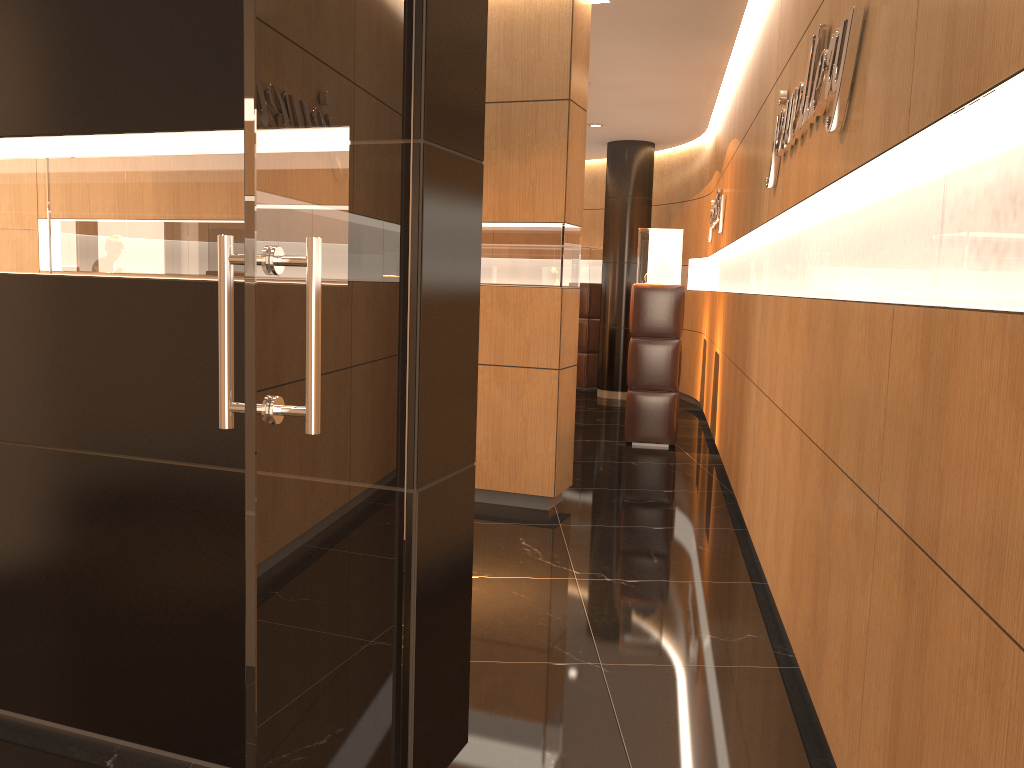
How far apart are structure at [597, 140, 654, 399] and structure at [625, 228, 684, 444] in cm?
336

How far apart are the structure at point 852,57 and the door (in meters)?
1.40

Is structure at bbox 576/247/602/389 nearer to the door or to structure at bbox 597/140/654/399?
structure at bbox 597/140/654/399

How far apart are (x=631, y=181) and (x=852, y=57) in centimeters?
868cm

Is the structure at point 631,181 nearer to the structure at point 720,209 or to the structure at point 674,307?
the structure at point 720,209

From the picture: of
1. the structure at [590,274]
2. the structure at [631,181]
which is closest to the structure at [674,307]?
the structure at [631,181]

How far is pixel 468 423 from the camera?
2.6m

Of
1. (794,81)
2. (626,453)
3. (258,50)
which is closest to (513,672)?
(258,50)

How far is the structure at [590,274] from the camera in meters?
12.3

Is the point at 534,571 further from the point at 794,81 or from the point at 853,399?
the point at 794,81
